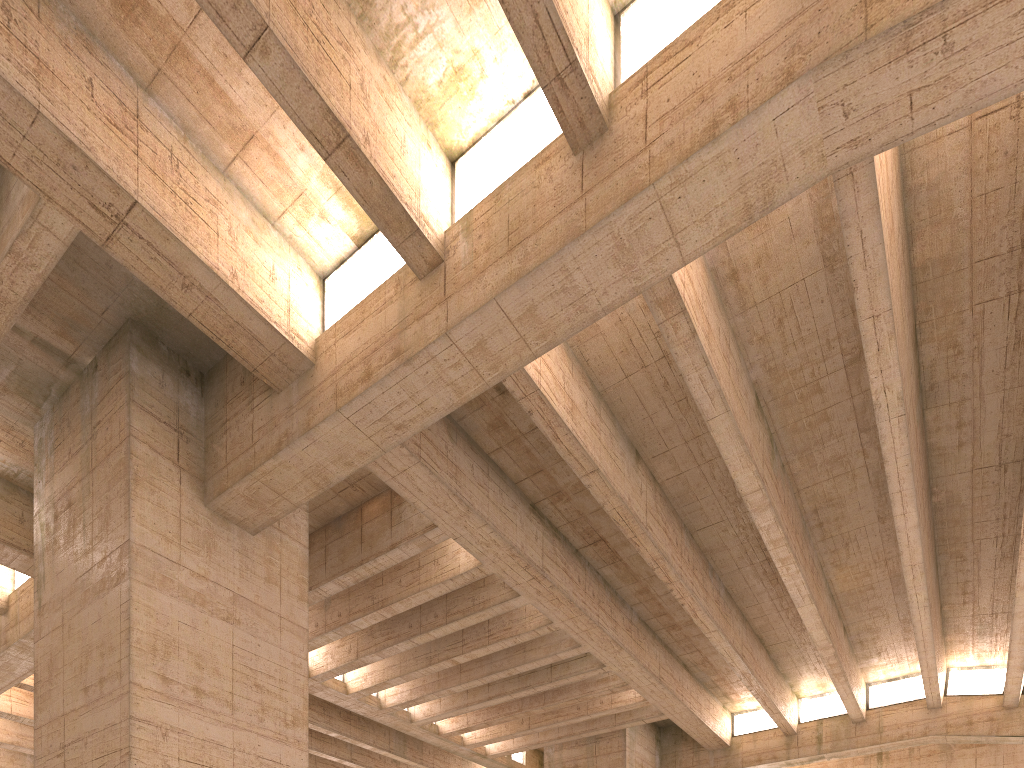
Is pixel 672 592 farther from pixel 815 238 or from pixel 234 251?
pixel 234 251
